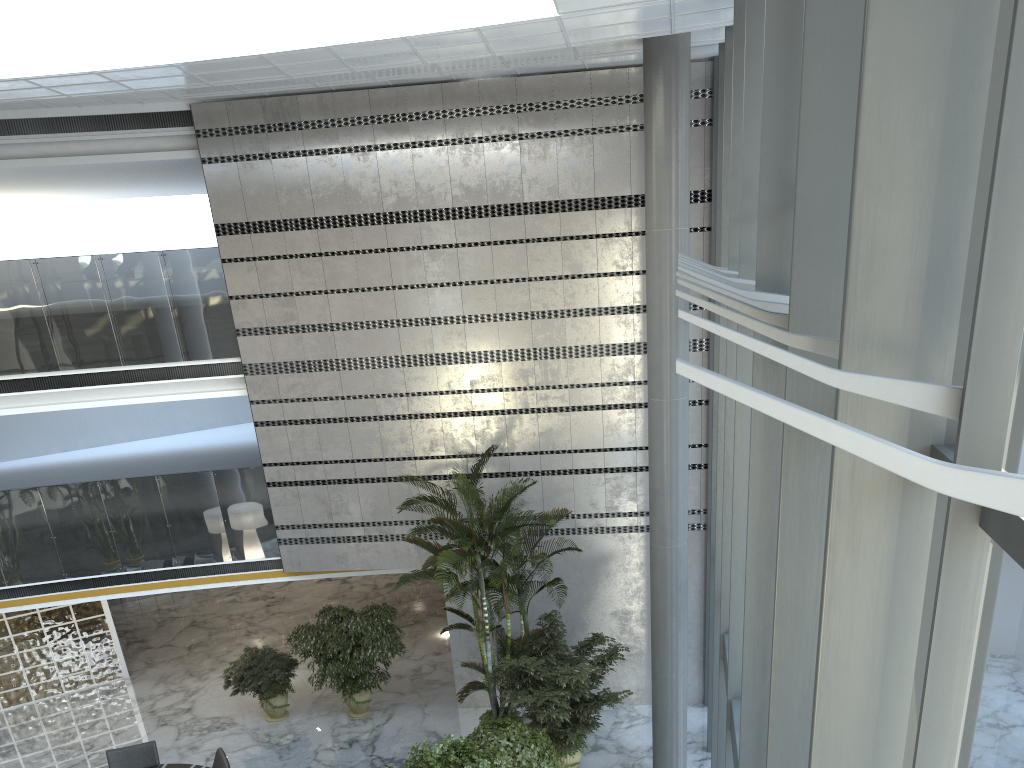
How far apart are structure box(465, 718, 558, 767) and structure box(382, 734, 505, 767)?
0.3m

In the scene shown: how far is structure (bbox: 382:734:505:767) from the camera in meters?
8.6

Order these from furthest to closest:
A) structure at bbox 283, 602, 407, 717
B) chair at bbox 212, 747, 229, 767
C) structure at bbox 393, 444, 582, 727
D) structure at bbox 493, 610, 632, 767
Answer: structure at bbox 283, 602, 407, 717, chair at bbox 212, 747, 229, 767, structure at bbox 393, 444, 582, 727, structure at bbox 493, 610, 632, 767

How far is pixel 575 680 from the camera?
10.1m

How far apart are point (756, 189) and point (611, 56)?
5.6 meters

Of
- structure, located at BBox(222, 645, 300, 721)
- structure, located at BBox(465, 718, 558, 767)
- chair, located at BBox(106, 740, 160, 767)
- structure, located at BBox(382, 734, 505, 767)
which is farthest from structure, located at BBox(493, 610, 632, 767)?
chair, located at BBox(106, 740, 160, 767)

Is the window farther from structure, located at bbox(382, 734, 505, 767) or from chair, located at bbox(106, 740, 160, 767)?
chair, located at bbox(106, 740, 160, 767)

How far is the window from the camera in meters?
1.7 m

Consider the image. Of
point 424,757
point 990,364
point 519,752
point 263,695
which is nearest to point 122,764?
point 263,695

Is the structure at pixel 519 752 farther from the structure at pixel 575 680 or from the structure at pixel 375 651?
the structure at pixel 375 651
